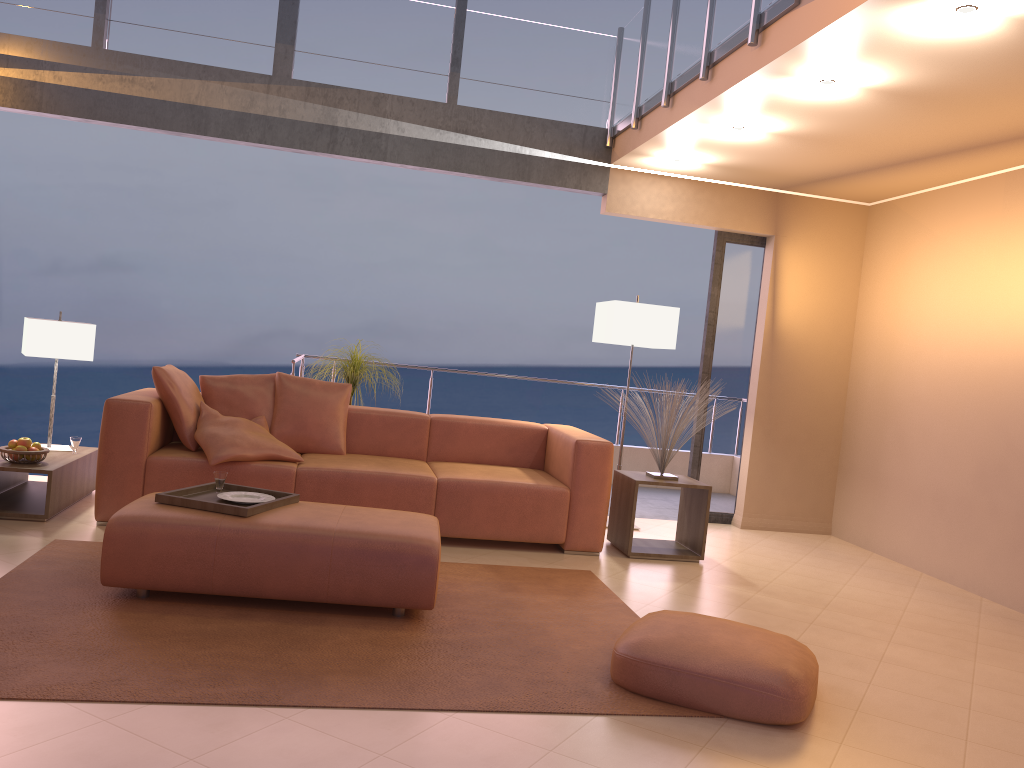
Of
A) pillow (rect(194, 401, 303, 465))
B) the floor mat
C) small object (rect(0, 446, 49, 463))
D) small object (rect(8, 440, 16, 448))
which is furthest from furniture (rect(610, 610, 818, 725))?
small object (rect(8, 440, 16, 448))

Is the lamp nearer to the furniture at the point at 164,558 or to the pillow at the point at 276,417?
the pillow at the point at 276,417

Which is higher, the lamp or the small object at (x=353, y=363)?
the lamp

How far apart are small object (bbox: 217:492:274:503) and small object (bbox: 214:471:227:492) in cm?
11

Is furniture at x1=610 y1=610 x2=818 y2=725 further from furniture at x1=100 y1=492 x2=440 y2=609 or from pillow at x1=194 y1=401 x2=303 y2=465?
pillow at x1=194 y1=401 x2=303 y2=465

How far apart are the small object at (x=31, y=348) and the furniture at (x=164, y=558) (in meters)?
1.76

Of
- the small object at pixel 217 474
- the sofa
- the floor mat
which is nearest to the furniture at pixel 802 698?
the floor mat

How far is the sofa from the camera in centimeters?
455cm

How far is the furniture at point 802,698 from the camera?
2.8 meters

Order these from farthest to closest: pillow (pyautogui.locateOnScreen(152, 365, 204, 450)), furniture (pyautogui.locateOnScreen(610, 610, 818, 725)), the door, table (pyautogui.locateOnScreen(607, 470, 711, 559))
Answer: the door, table (pyautogui.locateOnScreen(607, 470, 711, 559)), pillow (pyautogui.locateOnScreen(152, 365, 204, 450)), furniture (pyautogui.locateOnScreen(610, 610, 818, 725))
